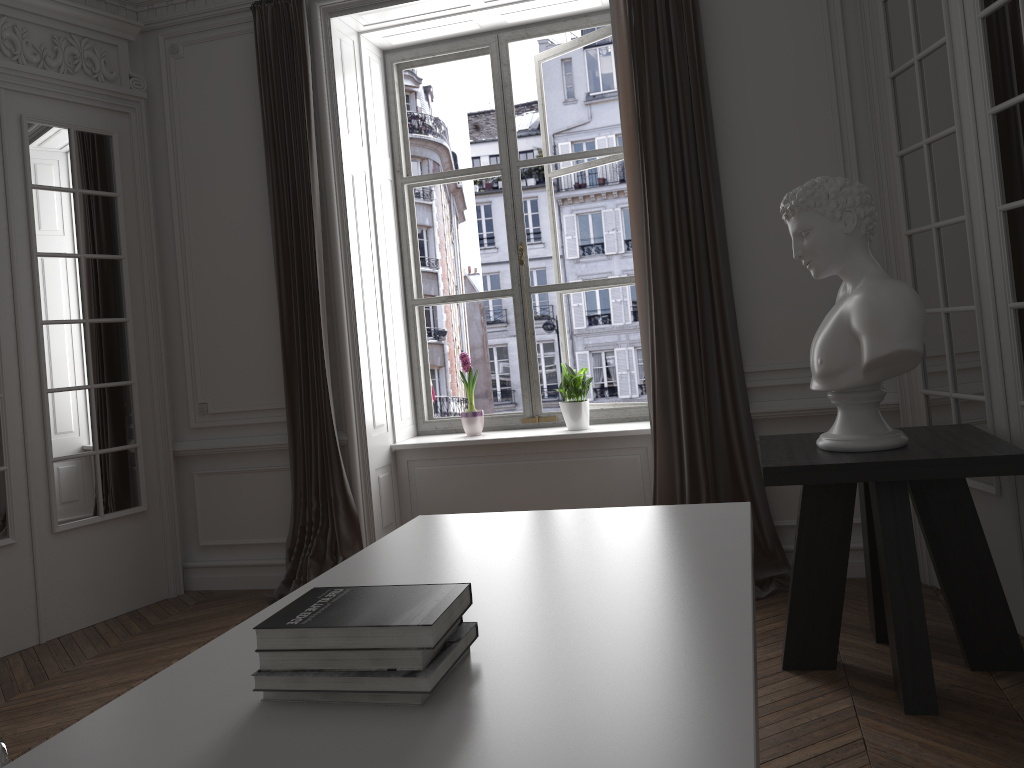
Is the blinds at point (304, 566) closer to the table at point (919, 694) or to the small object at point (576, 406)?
the small object at point (576, 406)

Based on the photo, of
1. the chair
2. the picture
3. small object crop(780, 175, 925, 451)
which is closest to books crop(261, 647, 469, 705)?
the chair

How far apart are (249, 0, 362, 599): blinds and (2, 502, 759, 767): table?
2.2m

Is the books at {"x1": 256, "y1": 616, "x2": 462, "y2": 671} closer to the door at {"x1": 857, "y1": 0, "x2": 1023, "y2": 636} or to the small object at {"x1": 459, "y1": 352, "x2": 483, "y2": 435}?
the door at {"x1": 857, "y1": 0, "x2": 1023, "y2": 636}

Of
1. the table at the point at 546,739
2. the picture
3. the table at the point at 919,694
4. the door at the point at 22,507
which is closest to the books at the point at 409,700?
the table at the point at 546,739

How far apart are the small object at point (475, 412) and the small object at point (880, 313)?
2.3m

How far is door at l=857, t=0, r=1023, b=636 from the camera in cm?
295

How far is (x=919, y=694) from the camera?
2.68m

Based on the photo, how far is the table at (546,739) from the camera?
1.06m

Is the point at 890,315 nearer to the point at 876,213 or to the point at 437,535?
the point at 876,213
